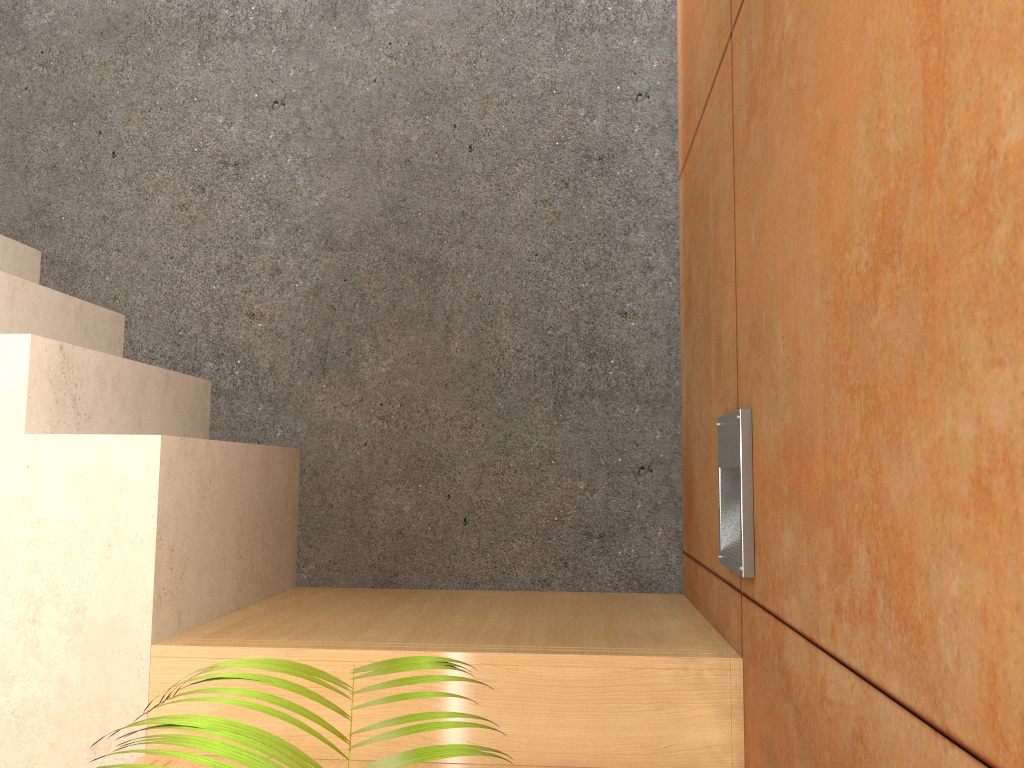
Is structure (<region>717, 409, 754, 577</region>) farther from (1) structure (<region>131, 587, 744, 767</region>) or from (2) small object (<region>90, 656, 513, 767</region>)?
(2) small object (<region>90, 656, 513, 767</region>)

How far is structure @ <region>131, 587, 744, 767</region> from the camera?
1.4 meters

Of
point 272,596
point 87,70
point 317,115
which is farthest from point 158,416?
point 87,70

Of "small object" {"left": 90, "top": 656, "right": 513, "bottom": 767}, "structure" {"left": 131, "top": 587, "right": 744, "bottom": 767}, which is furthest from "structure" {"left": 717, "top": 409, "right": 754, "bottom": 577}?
"small object" {"left": 90, "top": 656, "right": 513, "bottom": 767}

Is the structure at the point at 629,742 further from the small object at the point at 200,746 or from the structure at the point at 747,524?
the small object at the point at 200,746

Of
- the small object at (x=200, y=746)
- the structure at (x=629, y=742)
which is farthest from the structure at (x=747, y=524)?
the small object at (x=200, y=746)

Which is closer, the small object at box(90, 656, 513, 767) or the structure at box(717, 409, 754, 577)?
the small object at box(90, 656, 513, 767)

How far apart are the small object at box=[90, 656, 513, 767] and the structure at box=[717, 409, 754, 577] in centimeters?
84cm

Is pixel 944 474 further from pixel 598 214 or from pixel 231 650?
pixel 598 214

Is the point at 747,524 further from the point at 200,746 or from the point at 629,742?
the point at 200,746
